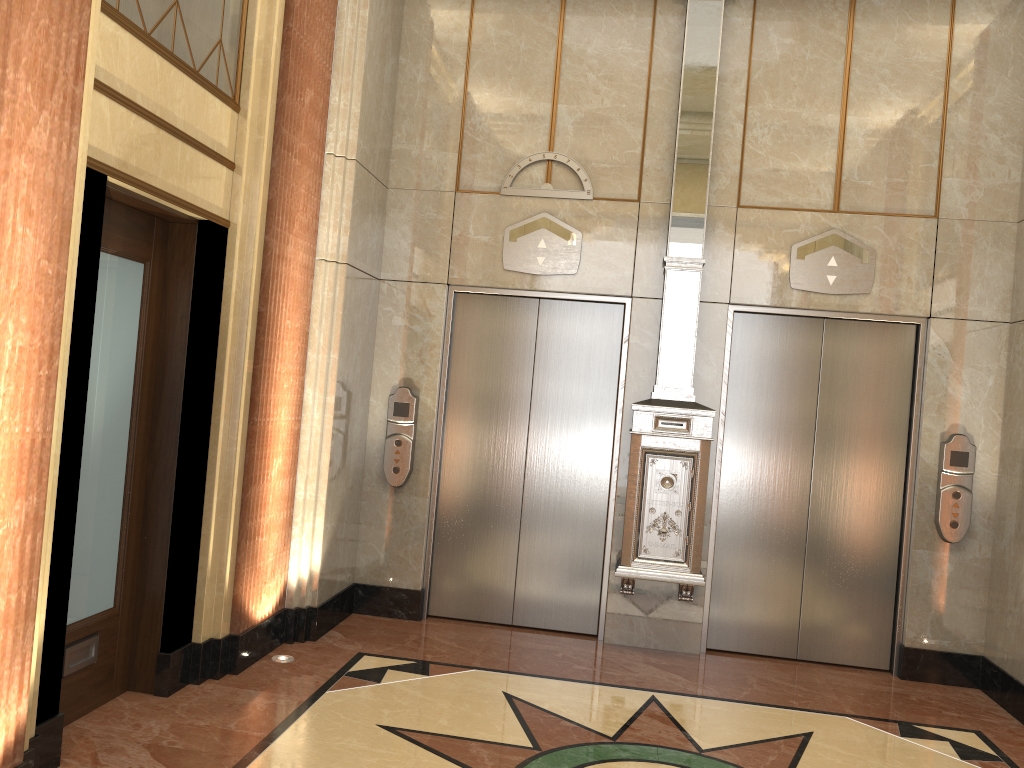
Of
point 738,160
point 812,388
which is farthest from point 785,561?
point 738,160

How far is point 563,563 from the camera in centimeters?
573cm

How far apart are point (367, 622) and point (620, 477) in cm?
184
